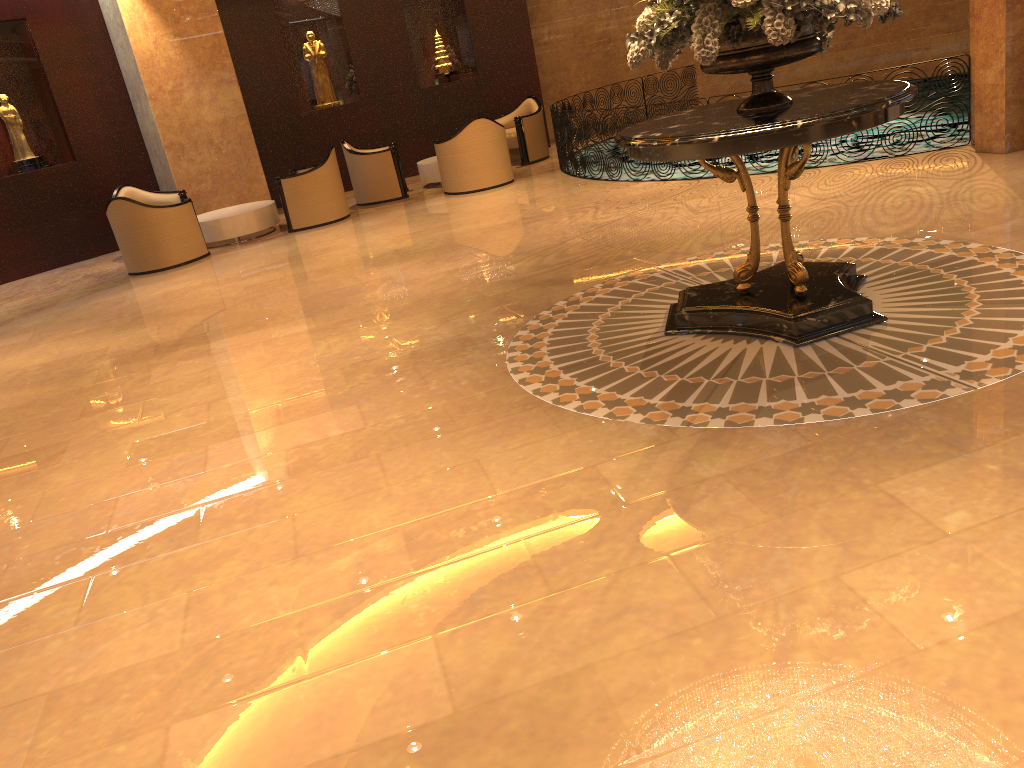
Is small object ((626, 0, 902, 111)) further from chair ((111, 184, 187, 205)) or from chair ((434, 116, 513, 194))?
chair ((111, 184, 187, 205))

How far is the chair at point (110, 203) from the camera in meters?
10.1

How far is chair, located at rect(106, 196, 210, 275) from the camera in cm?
1009

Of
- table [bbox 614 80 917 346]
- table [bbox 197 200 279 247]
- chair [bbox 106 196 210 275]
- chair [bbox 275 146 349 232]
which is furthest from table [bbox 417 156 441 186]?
table [bbox 614 80 917 346]

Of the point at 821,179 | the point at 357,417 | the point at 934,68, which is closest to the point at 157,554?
the point at 357,417

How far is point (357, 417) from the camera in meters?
4.6 m

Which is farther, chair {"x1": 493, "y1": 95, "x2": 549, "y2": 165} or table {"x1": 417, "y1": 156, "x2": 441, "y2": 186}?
chair {"x1": 493, "y1": 95, "x2": 549, "y2": 165}

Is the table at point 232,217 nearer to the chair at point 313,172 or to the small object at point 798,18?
the chair at point 313,172

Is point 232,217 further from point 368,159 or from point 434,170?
point 434,170

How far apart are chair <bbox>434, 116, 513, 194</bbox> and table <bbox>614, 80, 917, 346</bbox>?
6.5m
